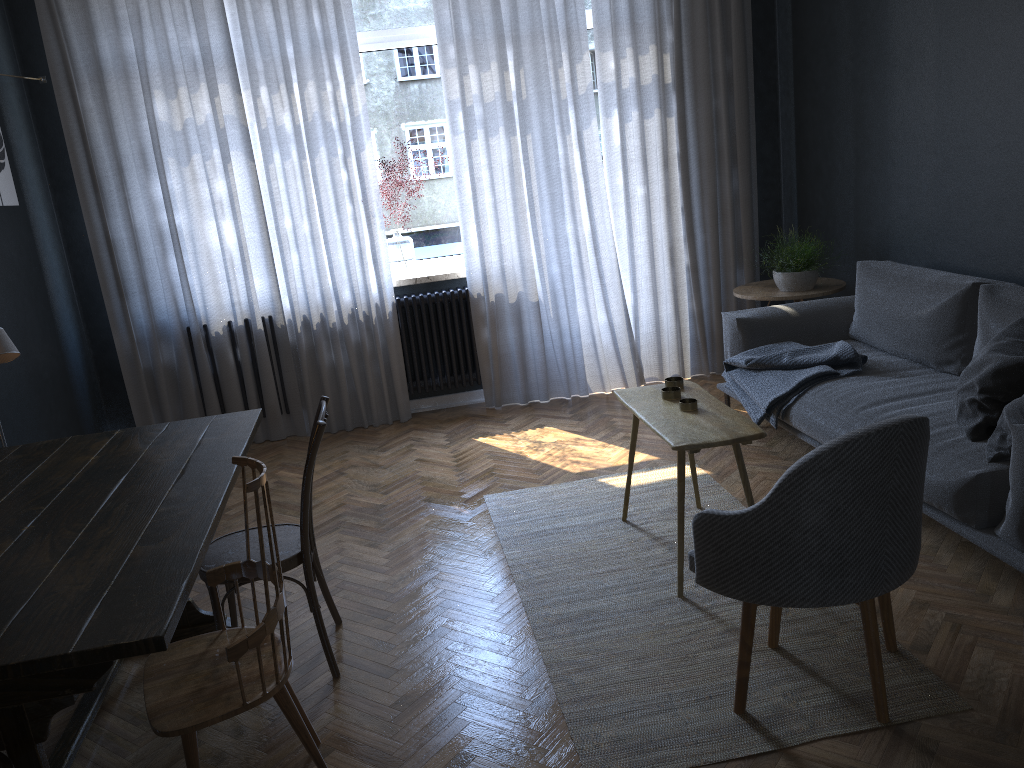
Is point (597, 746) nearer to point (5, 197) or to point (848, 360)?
point (848, 360)

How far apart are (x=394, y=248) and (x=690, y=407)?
2.7 meters

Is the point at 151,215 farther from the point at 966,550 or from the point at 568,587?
the point at 966,550

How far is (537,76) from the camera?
5.02m

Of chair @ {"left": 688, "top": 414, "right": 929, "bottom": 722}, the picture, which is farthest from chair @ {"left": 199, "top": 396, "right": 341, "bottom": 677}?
the picture

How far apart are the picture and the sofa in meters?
3.4

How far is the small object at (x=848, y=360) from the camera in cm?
377

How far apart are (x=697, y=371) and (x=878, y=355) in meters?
1.7 m

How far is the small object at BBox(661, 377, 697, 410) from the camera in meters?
3.1 m

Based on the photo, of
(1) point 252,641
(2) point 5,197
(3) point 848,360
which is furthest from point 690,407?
(2) point 5,197
